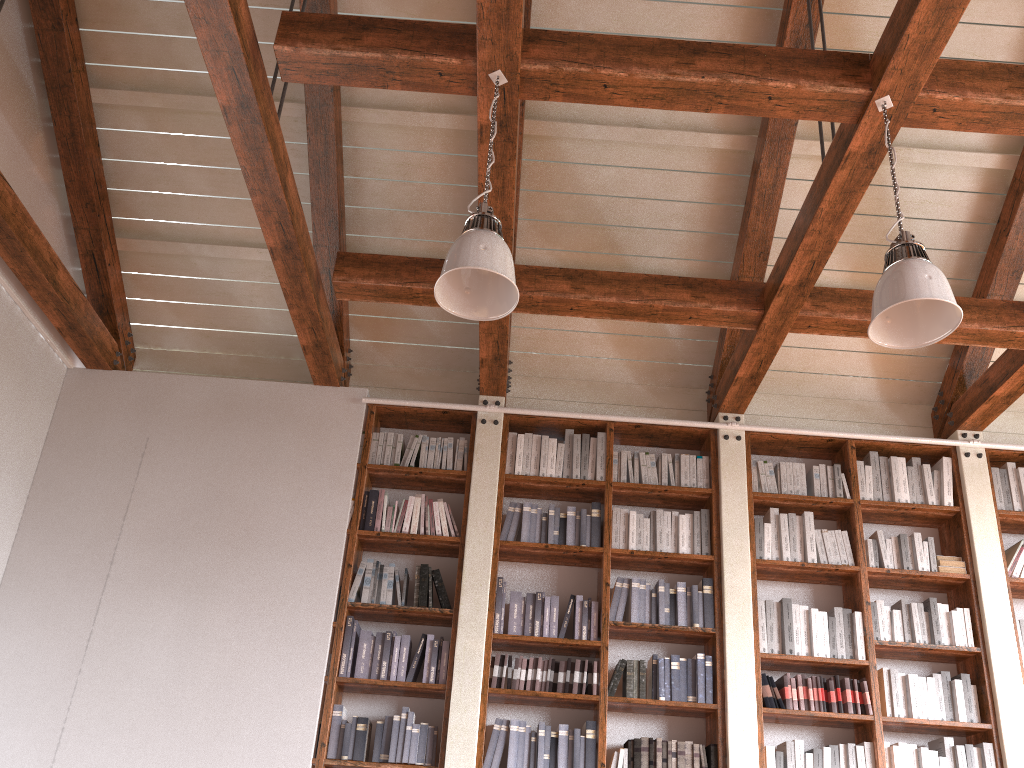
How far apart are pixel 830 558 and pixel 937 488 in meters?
0.9 m

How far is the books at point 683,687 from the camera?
4.7m

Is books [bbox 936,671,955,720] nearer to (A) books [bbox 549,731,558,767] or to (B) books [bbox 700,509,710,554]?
(B) books [bbox 700,509,710,554]

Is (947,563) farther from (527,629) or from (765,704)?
(527,629)

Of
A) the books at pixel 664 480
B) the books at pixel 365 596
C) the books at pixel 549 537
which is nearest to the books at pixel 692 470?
the books at pixel 664 480

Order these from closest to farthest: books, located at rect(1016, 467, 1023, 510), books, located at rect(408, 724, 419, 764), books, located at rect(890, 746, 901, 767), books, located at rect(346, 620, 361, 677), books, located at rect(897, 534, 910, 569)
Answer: books, located at rect(408, 724, 419, 764) → books, located at rect(890, 746, 901, 767) → books, located at rect(346, 620, 361, 677) → books, located at rect(897, 534, 910, 569) → books, located at rect(1016, 467, 1023, 510)

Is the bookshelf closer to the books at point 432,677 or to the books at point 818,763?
the books at point 432,677

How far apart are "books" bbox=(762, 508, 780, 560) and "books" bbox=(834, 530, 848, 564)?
0.36m

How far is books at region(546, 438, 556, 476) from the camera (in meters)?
5.32

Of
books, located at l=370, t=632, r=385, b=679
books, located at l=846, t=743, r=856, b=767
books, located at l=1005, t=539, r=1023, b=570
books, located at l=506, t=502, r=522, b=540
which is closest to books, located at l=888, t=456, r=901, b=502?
books, located at l=1005, t=539, r=1023, b=570
